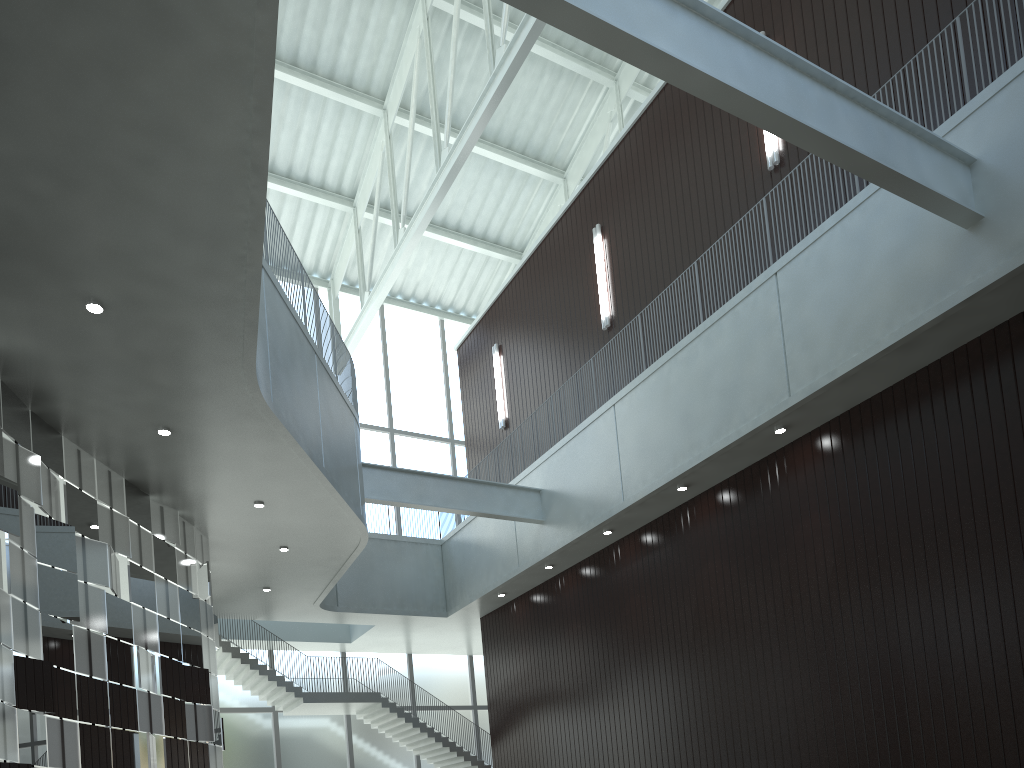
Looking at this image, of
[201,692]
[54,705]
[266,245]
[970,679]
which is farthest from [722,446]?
[54,705]
